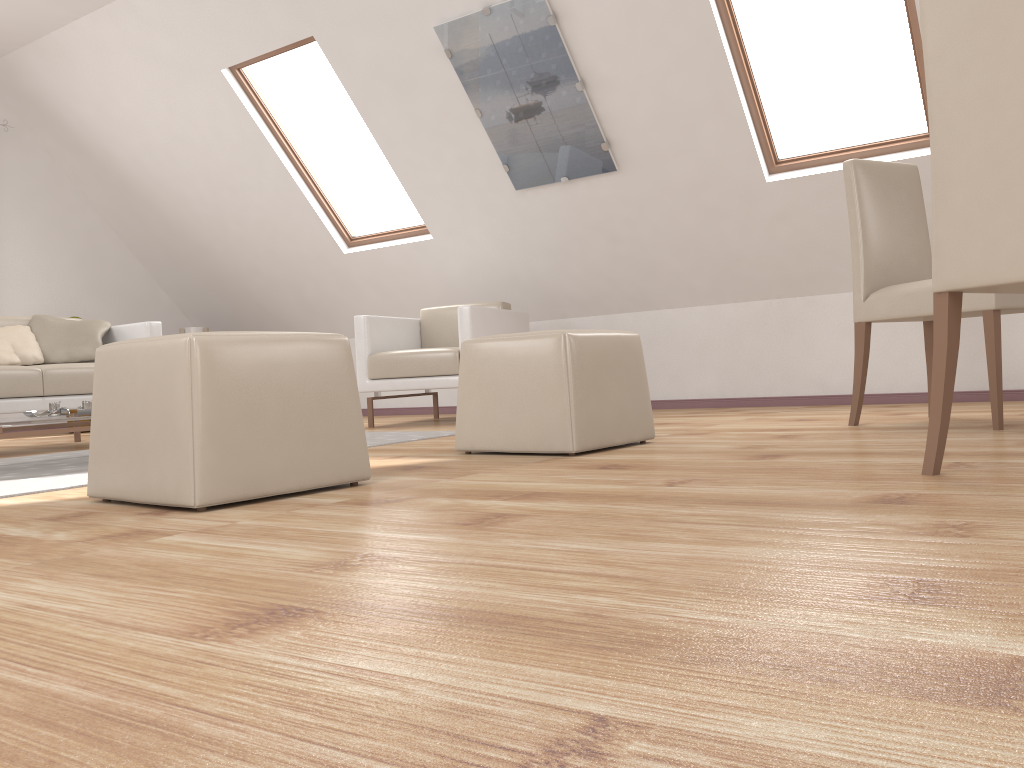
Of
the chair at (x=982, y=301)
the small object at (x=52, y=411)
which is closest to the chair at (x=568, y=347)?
the chair at (x=982, y=301)

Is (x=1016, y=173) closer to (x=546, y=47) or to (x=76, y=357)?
(x=546, y=47)

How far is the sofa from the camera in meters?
4.1

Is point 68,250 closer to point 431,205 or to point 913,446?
point 431,205

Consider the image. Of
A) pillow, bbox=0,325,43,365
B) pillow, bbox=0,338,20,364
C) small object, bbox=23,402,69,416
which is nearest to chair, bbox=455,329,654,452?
small object, bbox=23,402,69,416

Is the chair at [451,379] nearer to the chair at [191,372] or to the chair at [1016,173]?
the chair at [191,372]

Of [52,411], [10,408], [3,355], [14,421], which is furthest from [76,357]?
[14,421]

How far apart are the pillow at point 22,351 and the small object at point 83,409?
1.48m

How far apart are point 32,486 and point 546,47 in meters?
3.1

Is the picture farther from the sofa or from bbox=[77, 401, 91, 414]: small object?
bbox=[77, 401, 91, 414]: small object
